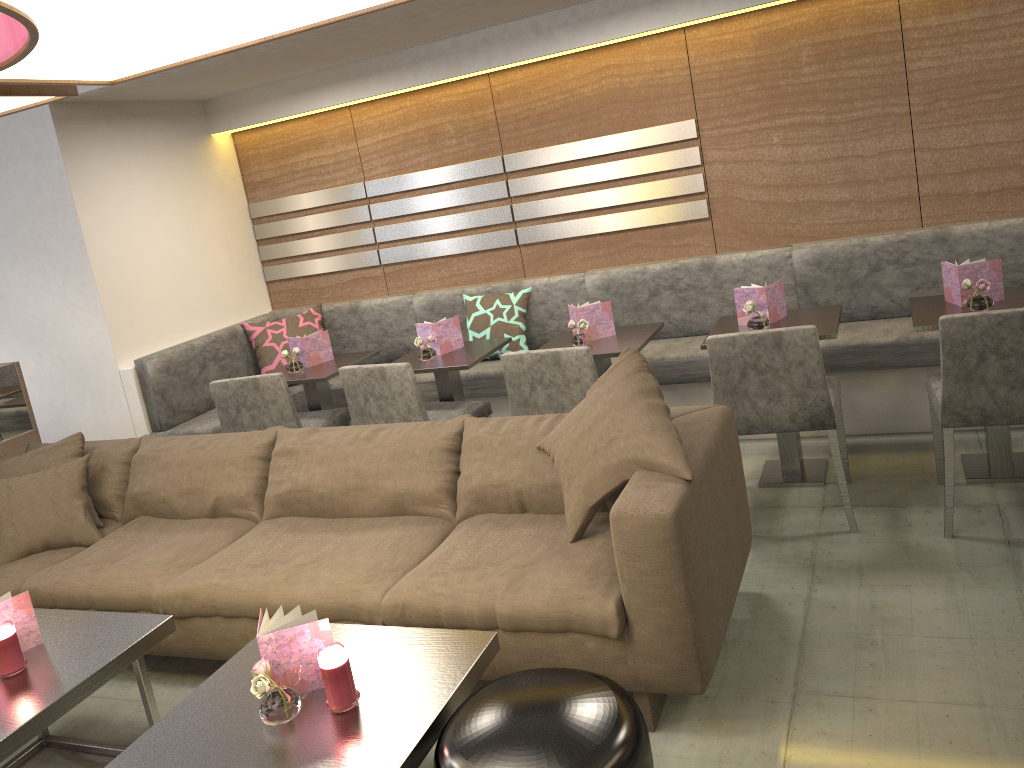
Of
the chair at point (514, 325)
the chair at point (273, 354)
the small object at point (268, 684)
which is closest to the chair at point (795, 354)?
the chair at point (514, 325)

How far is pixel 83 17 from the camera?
1.7 meters

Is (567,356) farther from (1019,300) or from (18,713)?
(18,713)

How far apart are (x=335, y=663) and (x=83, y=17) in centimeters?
139cm

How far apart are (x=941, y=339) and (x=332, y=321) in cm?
351

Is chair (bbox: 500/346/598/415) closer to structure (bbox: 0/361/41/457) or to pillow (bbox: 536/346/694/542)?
pillow (bbox: 536/346/694/542)

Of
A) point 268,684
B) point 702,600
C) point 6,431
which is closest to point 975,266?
point 702,600

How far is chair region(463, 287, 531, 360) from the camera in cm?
472

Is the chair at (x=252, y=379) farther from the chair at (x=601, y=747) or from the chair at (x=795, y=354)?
the chair at (x=601, y=747)

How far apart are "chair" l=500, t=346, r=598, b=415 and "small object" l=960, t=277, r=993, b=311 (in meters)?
1.37
